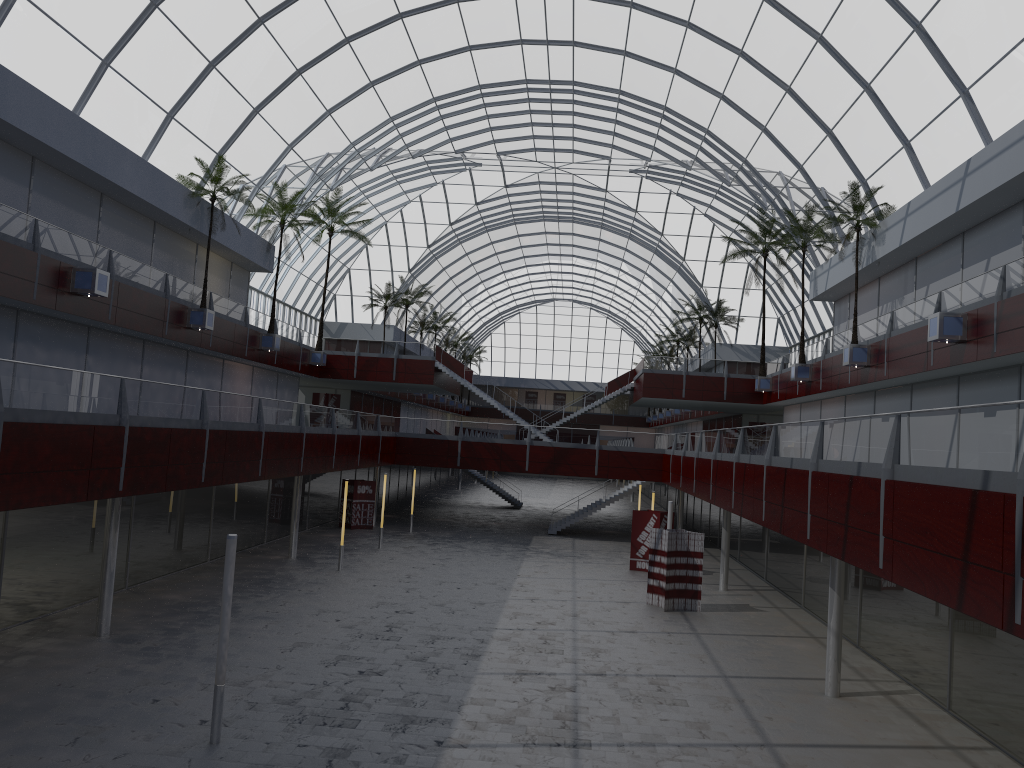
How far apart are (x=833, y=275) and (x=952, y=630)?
29.74m
